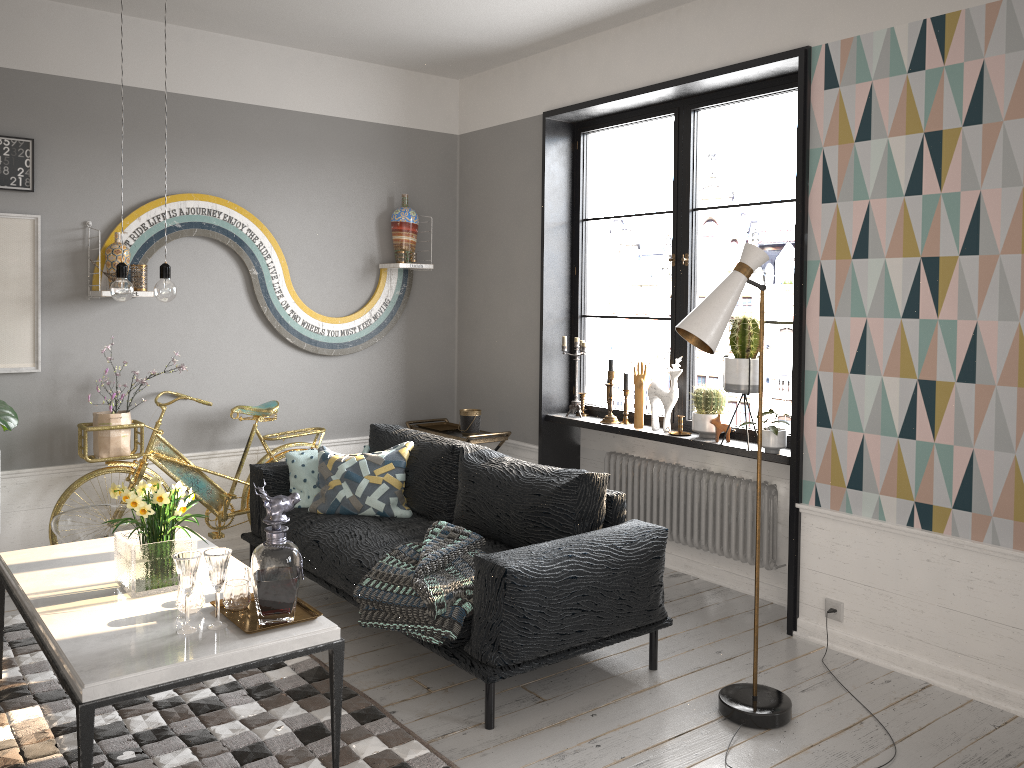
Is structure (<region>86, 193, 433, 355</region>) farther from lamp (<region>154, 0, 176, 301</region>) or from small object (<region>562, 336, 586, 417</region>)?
lamp (<region>154, 0, 176, 301</region>)

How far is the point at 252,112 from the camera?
5.13m

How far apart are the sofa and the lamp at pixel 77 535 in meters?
0.6

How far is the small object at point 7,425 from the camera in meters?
4.2 m

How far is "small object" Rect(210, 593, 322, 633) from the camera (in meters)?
2.68

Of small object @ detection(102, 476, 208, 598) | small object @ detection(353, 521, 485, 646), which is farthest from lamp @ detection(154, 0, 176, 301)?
small object @ detection(353, 521, 485, 646)

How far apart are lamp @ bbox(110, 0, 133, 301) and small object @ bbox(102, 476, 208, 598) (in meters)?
0.64

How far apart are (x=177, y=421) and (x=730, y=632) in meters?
3.2 m

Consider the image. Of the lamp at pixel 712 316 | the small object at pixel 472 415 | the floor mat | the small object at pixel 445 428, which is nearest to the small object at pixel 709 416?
the lamp at pixel 712 316

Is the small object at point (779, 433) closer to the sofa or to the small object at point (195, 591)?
the sofa
